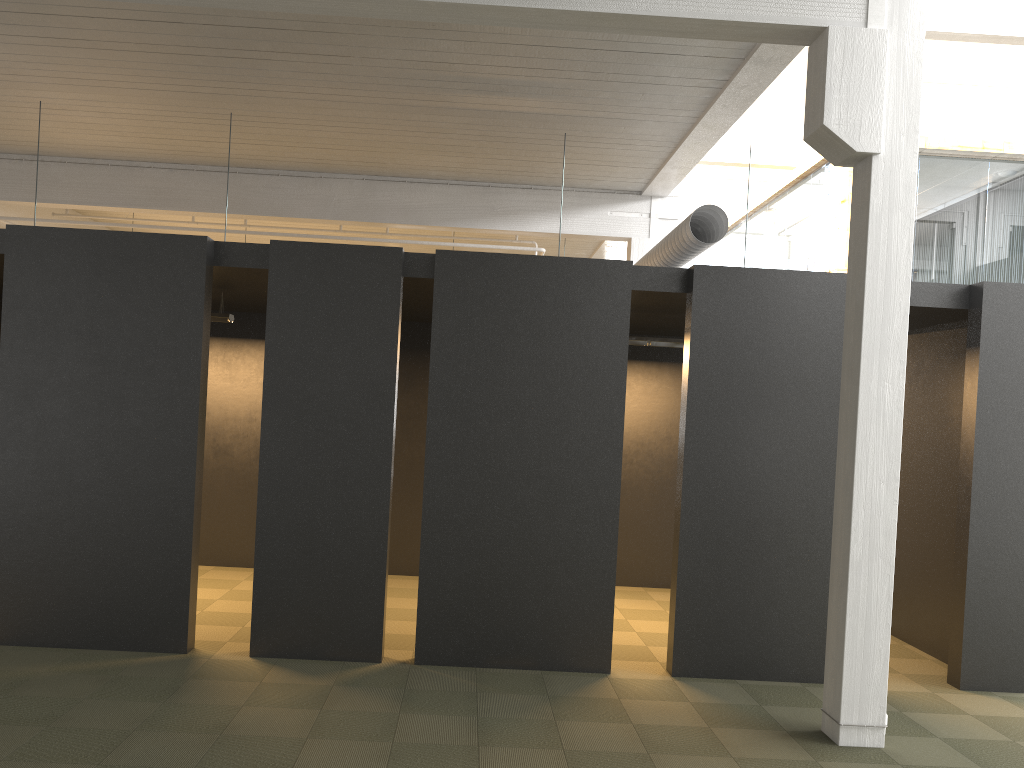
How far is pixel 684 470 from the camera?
6.1m
